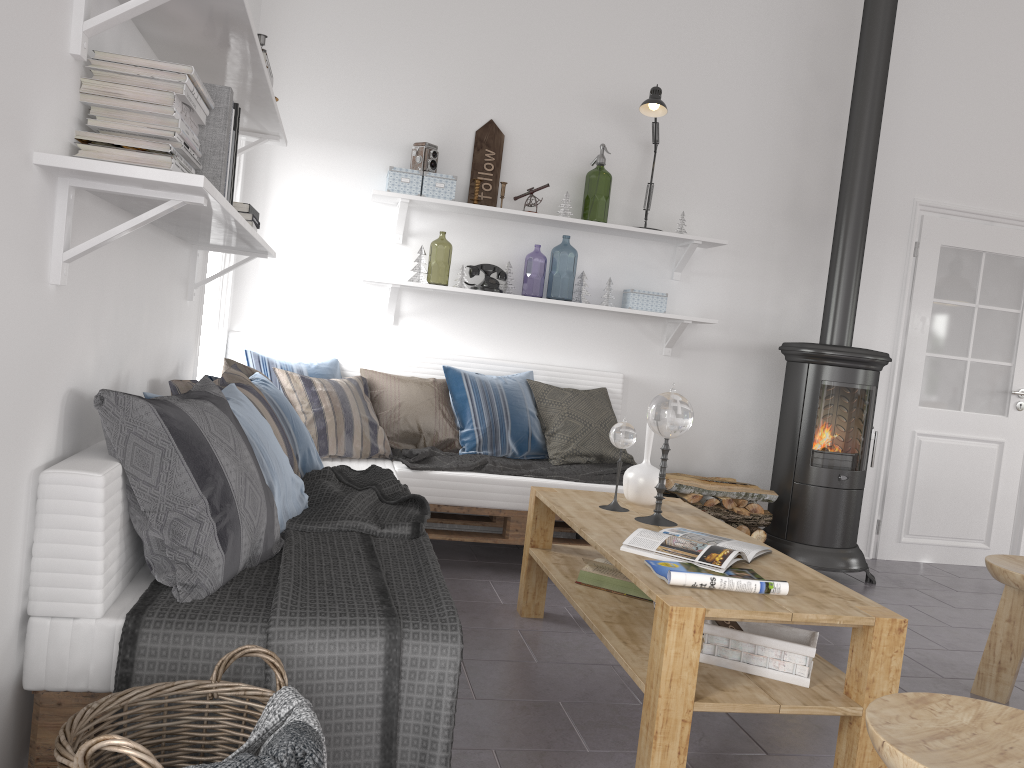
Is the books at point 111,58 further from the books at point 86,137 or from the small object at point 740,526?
the small object at point 740,526

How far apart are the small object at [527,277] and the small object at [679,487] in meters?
2.6 m

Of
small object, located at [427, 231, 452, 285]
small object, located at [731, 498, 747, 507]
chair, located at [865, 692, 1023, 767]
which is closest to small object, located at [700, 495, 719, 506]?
small object, located at [731, 498, 747, 507]

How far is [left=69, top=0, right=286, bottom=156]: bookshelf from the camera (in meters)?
1.60

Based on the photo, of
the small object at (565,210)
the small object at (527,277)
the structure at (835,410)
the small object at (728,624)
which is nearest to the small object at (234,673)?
the small object at (728,624)

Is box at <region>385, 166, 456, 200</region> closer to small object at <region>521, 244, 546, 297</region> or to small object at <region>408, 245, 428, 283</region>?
small object at <region>408, 245, 428, 283</region>

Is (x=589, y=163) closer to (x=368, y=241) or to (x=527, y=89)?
(x=527, y=89)

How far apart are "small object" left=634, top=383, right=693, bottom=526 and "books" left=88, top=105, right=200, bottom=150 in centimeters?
162cm

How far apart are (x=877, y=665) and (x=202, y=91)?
2.0 meters

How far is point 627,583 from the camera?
2.83m
